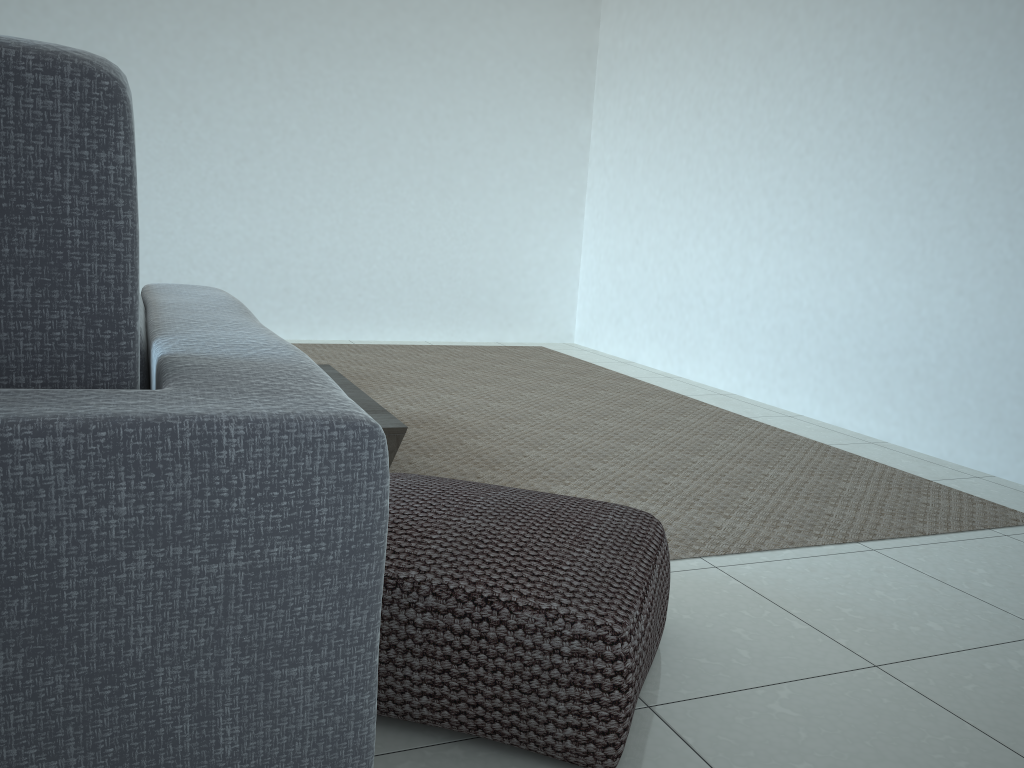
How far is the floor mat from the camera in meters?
2.5

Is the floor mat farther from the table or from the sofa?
the sofa

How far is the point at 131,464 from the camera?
0.50m

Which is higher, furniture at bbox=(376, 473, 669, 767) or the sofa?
the sofa

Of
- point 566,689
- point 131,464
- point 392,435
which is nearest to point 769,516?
point 392,435

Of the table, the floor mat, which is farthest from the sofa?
the floor mat

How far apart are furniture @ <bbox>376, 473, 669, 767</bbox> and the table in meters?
0.5 m

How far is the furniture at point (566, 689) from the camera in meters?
1.2 m

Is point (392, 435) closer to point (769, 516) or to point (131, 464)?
point (769, 516)

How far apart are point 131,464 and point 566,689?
0.9m
